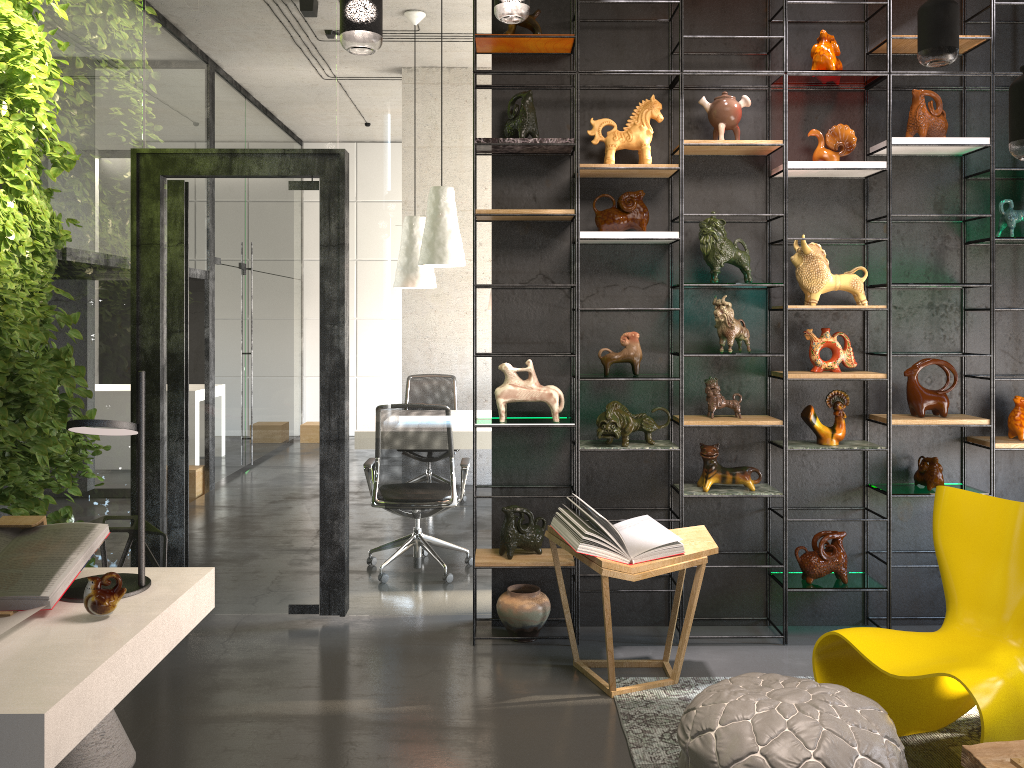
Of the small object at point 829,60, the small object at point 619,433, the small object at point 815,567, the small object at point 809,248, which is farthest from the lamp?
the small object at point 815,567

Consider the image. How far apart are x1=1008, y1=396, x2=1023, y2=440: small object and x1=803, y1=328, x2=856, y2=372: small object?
0.83m

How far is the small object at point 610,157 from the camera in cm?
423

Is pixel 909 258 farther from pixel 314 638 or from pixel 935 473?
pixel 314 638

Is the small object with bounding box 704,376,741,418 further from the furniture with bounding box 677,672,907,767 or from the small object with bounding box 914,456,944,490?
the furniture with bounding box 677,672,907,767

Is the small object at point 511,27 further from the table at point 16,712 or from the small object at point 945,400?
the table at point 16,712

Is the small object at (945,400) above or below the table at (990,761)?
above

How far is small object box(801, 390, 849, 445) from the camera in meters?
4.3

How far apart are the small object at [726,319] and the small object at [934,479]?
1.1 meters

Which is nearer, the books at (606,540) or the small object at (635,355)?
the books at (606,540)
